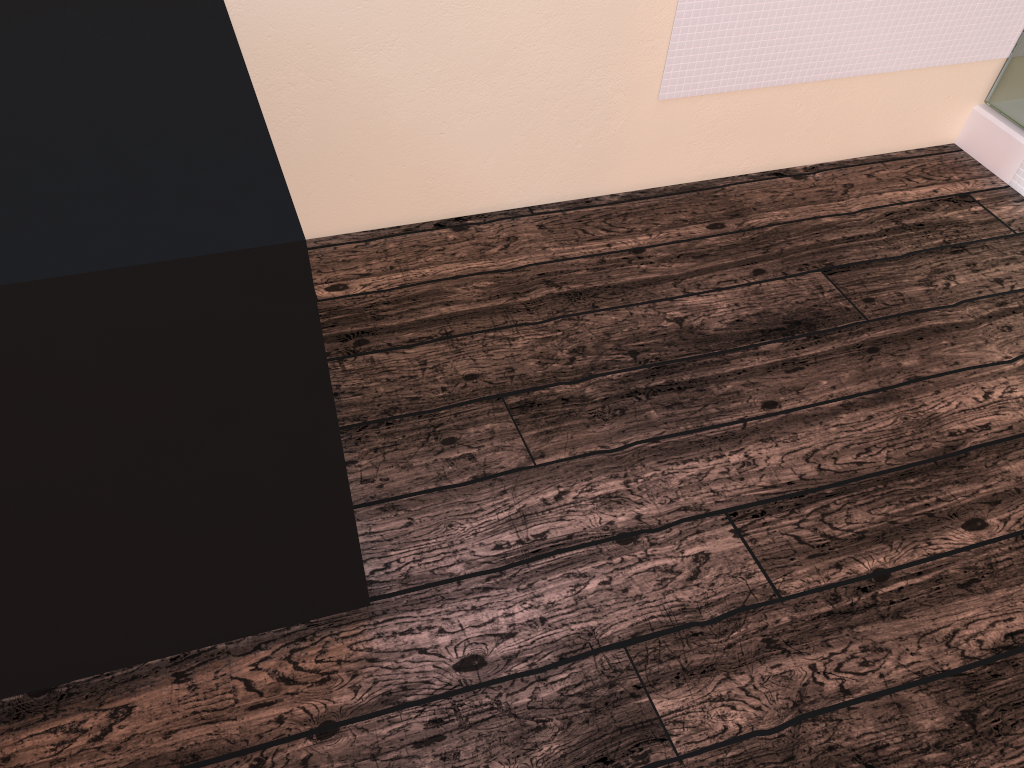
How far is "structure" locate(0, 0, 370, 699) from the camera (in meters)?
0.85

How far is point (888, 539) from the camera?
1.6 meters

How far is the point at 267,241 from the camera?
0.9m

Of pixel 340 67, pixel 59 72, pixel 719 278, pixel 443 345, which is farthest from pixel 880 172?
pixel 59 72

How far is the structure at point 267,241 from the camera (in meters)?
0.85
